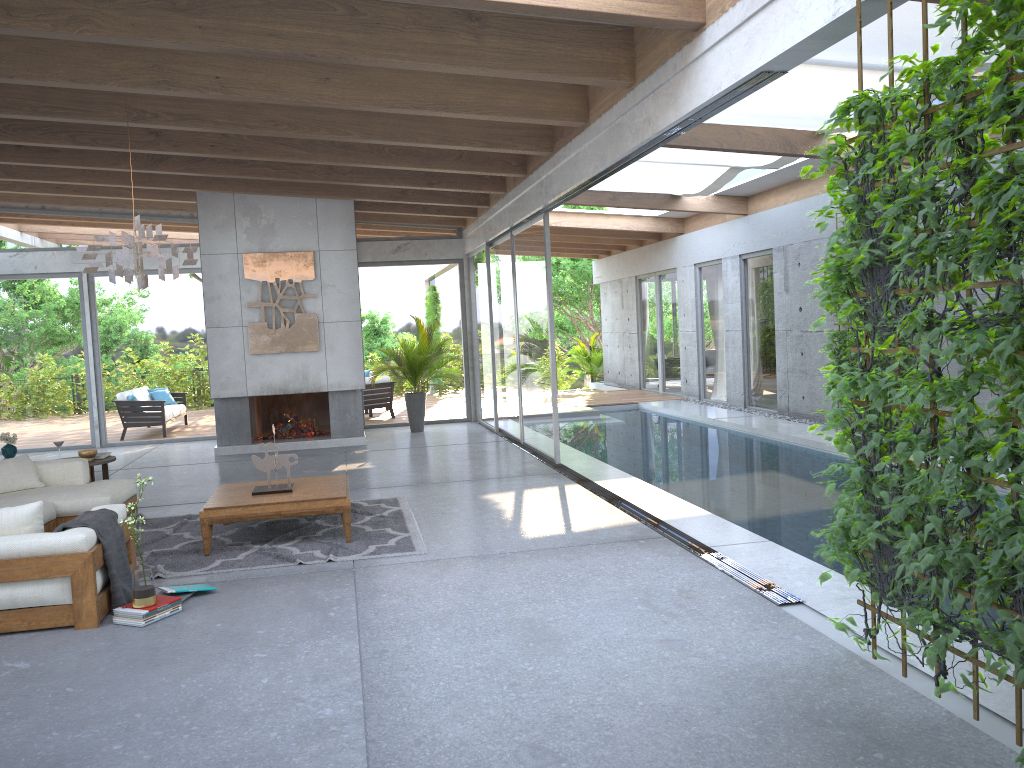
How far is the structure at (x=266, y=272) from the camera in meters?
11.8 m

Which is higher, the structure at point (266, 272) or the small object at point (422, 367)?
the structure at point (266, 272)

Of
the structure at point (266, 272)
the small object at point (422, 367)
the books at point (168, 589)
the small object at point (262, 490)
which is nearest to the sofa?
the books at point (168, 589)

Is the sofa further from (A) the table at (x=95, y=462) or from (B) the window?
(B) the window

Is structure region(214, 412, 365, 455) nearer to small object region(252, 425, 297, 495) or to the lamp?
small object region(252, 425, 297, 495)

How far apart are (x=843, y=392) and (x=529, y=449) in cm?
744

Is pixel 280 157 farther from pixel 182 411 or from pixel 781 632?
pixel 781 632

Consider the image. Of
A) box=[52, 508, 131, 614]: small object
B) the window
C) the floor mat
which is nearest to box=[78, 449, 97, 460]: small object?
the floor mat

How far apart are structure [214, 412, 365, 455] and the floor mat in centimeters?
432cm

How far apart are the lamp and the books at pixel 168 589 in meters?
2.3 m
